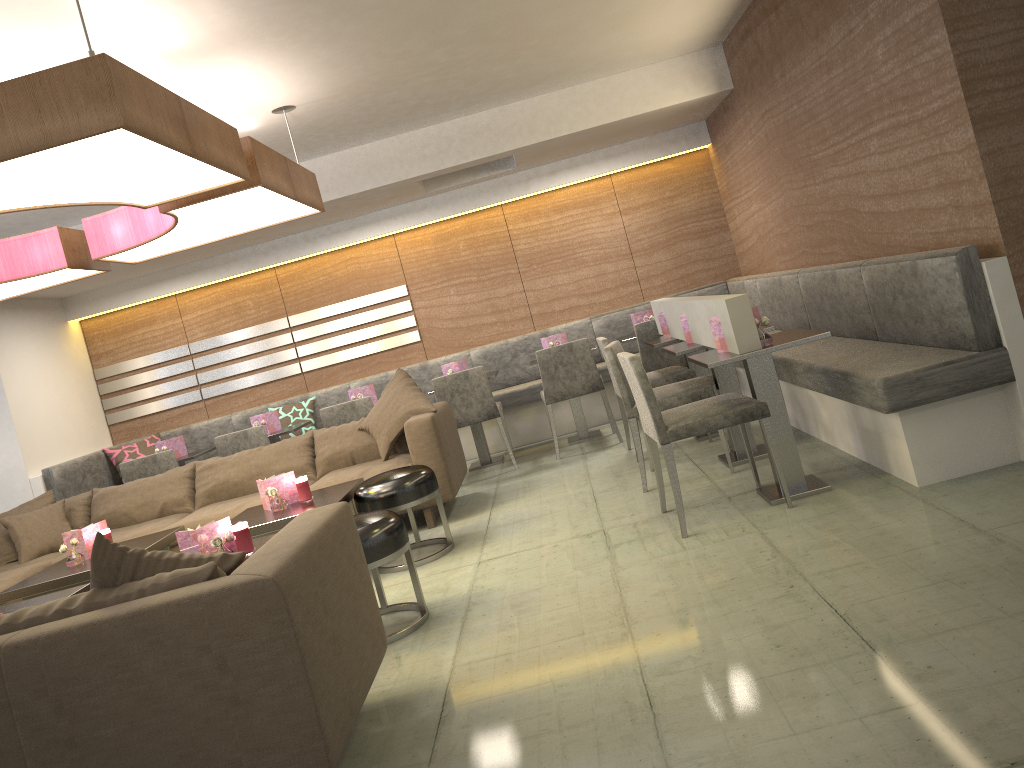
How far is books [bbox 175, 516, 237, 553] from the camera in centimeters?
347cm

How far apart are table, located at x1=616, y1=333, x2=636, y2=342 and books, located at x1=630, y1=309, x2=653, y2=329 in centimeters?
20cm

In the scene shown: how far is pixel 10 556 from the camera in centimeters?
536cm

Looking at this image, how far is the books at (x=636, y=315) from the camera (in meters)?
6.64

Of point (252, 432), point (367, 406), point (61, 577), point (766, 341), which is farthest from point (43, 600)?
point (766, 341)

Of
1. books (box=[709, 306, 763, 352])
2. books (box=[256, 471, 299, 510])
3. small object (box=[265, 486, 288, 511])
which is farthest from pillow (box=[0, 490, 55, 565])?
books (box=[709, 306, 763, 352])

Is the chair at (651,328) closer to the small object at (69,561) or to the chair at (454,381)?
the chair at (454,381)

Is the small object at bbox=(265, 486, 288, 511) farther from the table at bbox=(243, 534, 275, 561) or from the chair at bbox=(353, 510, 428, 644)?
the chair at bbox=(353, 510, 428, 644)

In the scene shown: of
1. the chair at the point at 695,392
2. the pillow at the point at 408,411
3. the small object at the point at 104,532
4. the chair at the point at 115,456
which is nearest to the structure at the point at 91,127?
the pillow at the point at 408,411

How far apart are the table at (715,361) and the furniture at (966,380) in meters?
0.2
